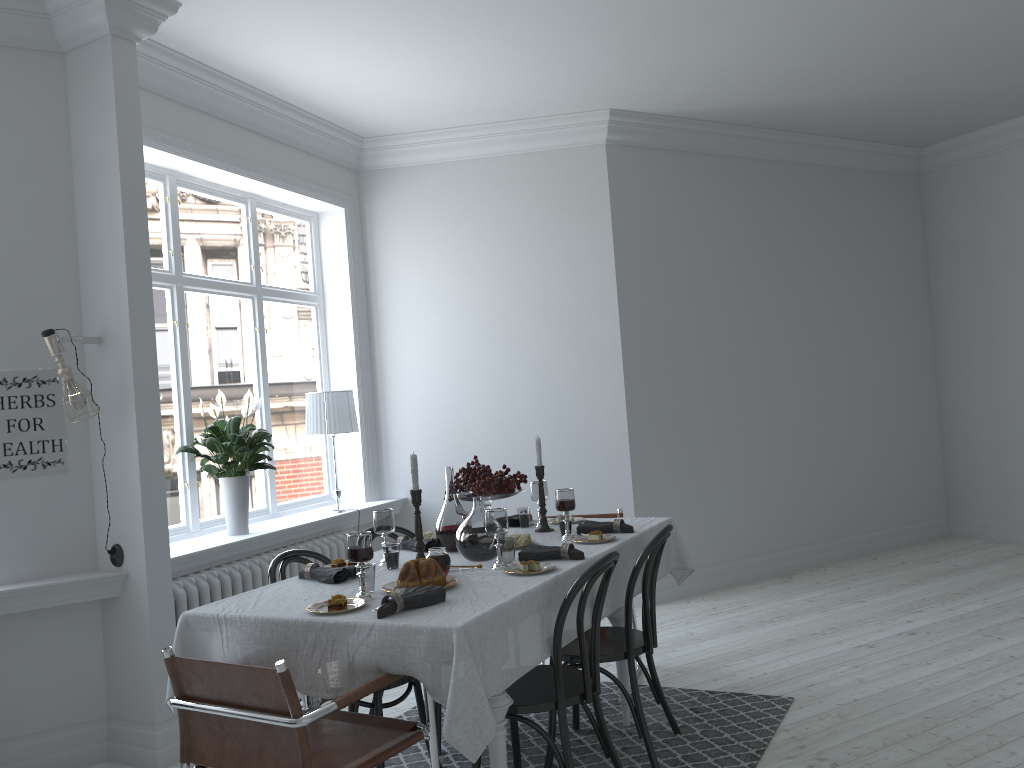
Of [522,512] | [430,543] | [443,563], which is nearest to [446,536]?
[430,543]

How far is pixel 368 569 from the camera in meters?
2.9 m

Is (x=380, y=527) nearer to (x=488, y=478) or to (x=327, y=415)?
(x=488, y=478)

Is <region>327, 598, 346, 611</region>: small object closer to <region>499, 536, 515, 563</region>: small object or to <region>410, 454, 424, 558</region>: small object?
<region>410, 454, 424, 558</region>: small object

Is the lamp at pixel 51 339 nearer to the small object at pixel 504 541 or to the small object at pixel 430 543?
the small object at pixel 430 543

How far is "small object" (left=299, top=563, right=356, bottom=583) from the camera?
3.16m

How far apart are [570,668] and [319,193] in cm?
376

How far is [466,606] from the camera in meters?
2.6 m

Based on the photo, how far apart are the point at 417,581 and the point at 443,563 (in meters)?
0.25

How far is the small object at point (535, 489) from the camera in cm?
419
